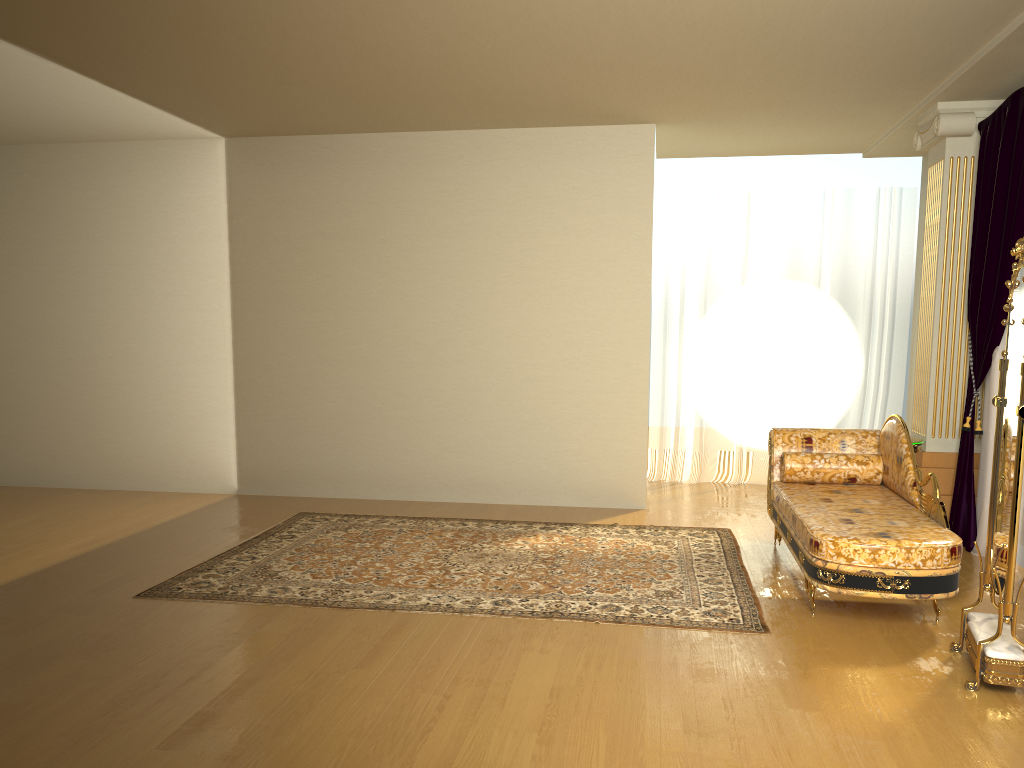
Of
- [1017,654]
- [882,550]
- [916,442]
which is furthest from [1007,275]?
[1017,654]

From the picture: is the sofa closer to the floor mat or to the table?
the floor mat

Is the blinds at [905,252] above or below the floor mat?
above

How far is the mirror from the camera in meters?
3.2

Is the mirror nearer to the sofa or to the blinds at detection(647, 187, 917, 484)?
the sofa

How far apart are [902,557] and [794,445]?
Answer: 1.64m

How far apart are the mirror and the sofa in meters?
0.2 m

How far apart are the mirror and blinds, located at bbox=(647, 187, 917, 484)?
4.0m

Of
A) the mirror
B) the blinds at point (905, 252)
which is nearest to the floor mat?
the mirror

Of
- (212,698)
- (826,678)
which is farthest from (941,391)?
(212,698)
